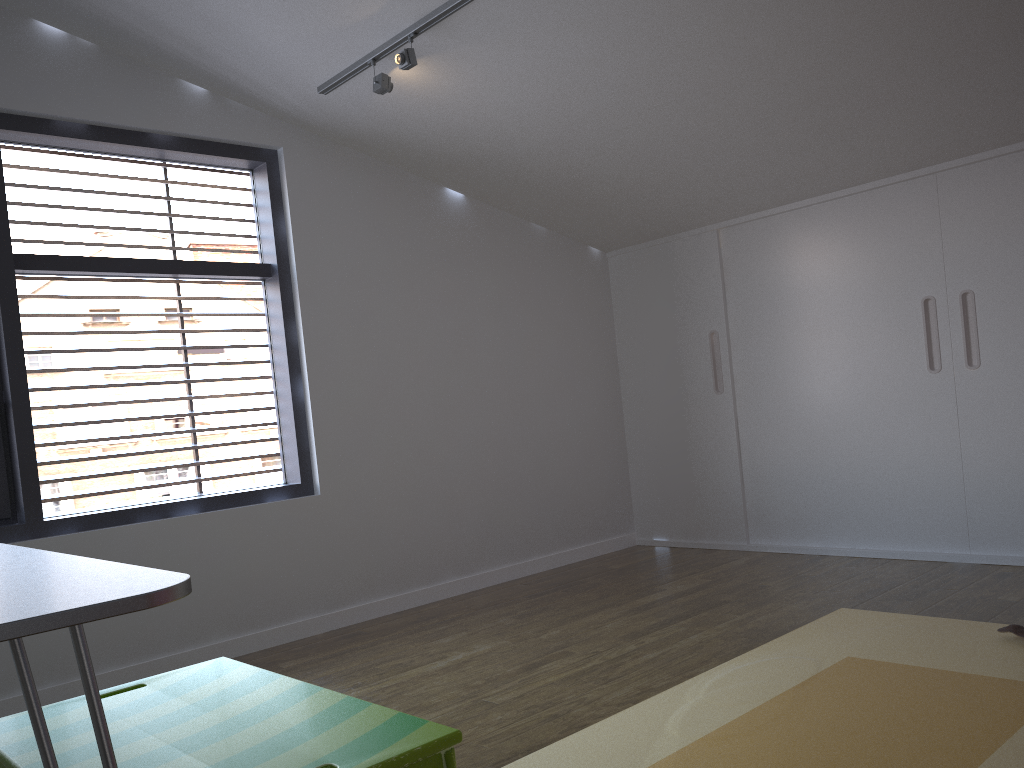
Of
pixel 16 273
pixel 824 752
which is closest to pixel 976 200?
pixel 824 752

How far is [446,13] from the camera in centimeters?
304cm

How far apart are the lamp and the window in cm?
47

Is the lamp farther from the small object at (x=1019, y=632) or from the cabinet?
the small object at (x=1019, y=632)

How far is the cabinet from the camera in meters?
3.8

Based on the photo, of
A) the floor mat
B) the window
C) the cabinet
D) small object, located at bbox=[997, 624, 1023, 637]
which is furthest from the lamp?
small object, located at bbox=[997, 624, 1023, 637]

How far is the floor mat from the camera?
2.0m

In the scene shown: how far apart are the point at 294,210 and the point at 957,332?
3.0 meters

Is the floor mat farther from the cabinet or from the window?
A: the window

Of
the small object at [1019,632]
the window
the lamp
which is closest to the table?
the window
